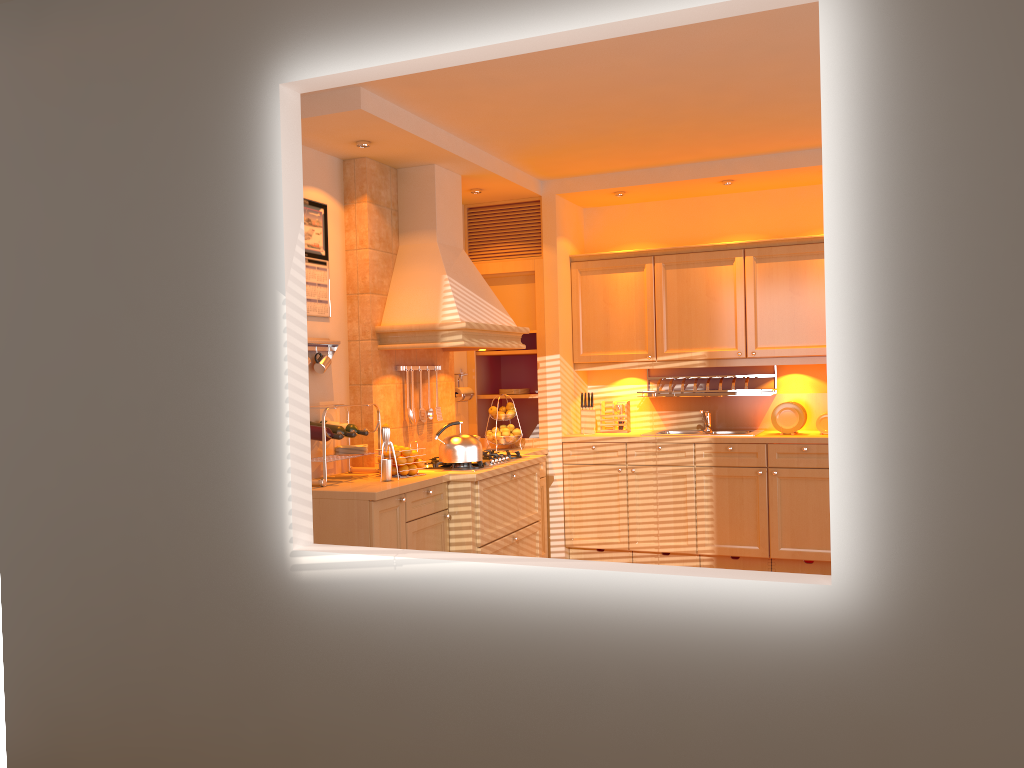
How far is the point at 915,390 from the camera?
1.9 meters

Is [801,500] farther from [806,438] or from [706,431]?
[706,431]

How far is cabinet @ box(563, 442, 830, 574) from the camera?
5.4m

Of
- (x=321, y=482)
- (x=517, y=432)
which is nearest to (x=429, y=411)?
(x=517, y=432)

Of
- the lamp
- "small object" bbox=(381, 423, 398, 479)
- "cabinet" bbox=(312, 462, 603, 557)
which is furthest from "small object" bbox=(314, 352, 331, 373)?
the lamp

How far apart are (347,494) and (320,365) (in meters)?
0.81

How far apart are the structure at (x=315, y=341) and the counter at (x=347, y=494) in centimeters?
68cm

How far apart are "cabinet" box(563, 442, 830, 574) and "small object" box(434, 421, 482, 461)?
1.3m

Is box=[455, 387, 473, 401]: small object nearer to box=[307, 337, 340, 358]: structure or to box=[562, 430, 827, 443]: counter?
box=[562, 430, 827, 443]: counter

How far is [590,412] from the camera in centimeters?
620cm
